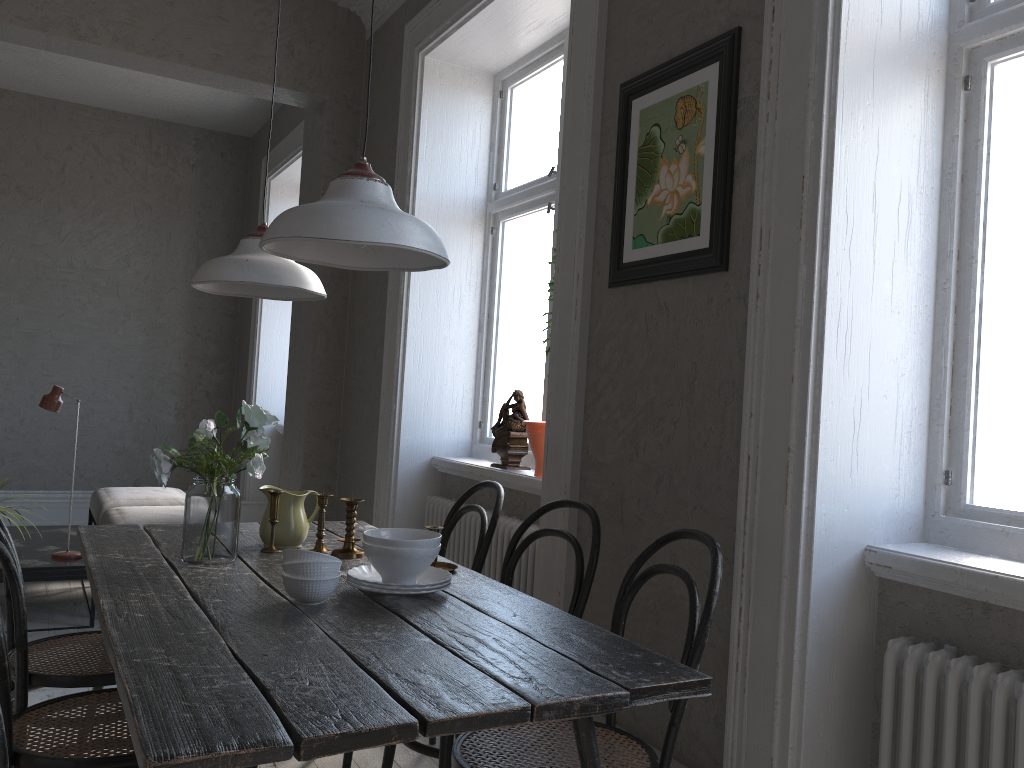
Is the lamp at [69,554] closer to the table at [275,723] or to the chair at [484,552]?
the table at [275,723]

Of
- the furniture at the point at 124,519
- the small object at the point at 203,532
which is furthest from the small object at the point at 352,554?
the furniture at the point at 124,519

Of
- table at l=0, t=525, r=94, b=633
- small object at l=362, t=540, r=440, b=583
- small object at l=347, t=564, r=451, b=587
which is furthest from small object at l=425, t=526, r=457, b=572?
table at l=0, t=525, r=94, b=633

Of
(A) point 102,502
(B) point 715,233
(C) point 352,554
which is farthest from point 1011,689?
(A) point 102,502

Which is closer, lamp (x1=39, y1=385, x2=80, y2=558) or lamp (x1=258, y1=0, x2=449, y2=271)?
lamp (x1=258, y1=0, x2=449, y2=271)

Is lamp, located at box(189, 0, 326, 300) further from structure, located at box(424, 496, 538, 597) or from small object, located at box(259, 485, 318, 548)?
structure, located at box(424, 496, 538, 597)

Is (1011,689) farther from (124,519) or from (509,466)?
(124,519)

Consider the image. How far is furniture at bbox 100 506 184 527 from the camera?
4.6 meters

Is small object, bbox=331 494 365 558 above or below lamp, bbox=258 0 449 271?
below

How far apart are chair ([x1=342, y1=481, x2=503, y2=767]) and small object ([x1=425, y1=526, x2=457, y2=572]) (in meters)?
0.33
